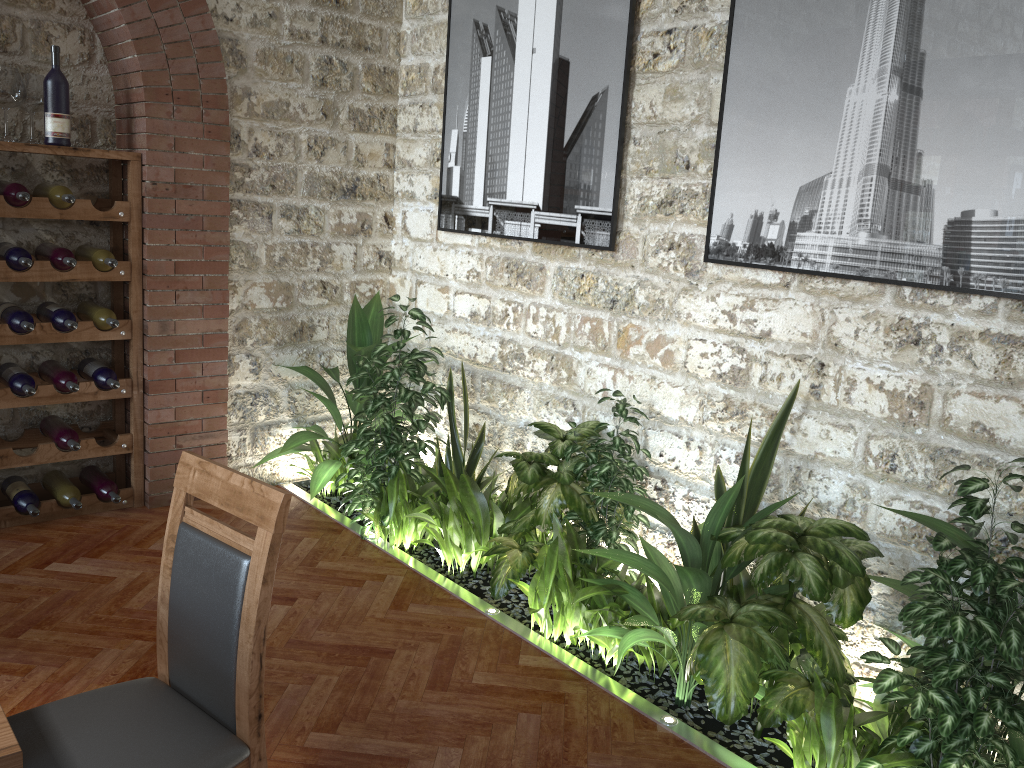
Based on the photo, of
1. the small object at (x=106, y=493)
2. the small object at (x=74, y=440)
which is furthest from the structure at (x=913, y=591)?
the small object at (x=74, y=440)

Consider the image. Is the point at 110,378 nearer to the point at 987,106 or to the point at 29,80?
the point at 29,80

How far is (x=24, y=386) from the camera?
3.88m

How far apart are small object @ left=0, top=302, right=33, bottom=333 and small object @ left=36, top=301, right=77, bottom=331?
0.10m

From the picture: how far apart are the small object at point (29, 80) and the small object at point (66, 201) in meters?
0.2

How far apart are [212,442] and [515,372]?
1.6 meters

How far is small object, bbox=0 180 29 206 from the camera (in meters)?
3.68

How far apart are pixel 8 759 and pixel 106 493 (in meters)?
3.18

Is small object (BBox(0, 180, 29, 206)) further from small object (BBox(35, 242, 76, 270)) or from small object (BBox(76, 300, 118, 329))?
small object (BBox(76, 300, 118, 329))

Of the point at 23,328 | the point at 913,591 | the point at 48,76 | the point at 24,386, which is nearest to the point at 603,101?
the point at 913,591
